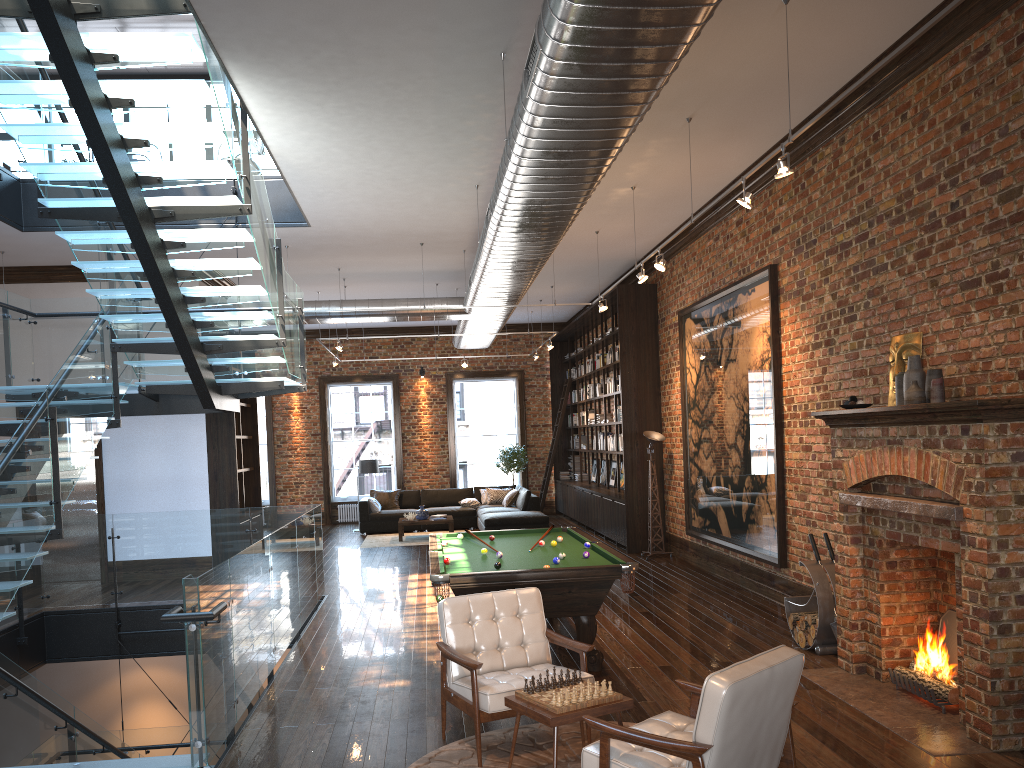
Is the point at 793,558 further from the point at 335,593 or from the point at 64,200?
the point at 64,200

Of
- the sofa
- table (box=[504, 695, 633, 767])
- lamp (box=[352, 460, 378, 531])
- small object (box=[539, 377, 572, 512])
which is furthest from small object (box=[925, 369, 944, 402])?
small object (box=[539, 377, 572, 512])

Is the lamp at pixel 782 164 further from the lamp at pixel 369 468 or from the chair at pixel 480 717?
the lamp at pixel 369 468

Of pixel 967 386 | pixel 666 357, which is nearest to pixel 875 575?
pixel 967 386

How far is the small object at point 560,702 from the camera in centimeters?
422cm

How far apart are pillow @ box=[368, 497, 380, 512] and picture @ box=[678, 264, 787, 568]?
7.68m

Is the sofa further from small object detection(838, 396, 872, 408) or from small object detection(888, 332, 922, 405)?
small object detection(838, 396, 872, 408)

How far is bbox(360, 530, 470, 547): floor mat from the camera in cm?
1590

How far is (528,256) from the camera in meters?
9.2

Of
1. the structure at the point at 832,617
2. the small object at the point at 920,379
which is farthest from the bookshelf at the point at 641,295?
the small object at the point at 920,379
